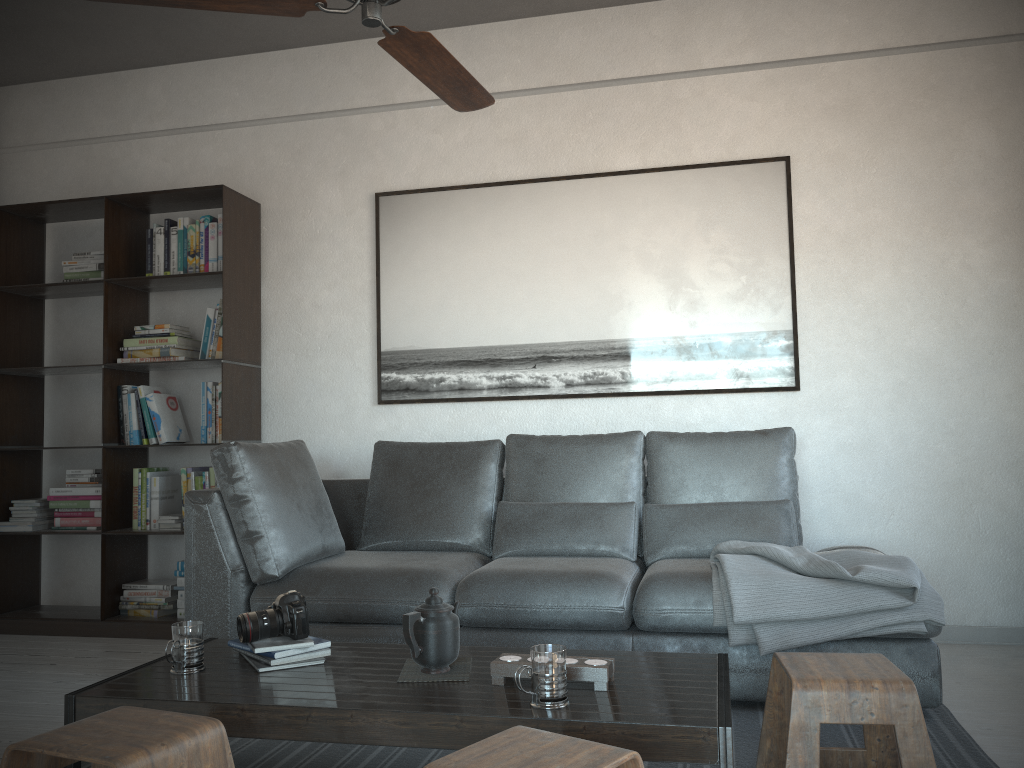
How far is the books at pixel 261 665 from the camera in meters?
2.2

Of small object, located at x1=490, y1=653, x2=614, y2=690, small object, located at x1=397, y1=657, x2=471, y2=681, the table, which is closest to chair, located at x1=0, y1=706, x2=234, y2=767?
the table

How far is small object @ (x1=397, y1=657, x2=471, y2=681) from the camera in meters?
2.1

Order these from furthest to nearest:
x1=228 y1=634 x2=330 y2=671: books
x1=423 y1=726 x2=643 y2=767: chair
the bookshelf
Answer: the bookshelf, x1=228 y1=634 x2=330 y2=671: books, x1=423 y1=726 x2=643 y2=767: chair

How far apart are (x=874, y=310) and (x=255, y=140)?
3.1 meters

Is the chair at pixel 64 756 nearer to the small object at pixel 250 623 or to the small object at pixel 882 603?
the small object at pixel 250 623

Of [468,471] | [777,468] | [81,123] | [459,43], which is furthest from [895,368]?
[81,123]

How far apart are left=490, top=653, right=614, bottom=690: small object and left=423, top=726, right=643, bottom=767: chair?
0.35m

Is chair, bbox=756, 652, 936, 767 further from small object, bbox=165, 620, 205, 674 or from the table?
small object, bbox=165, 620, 205, 674

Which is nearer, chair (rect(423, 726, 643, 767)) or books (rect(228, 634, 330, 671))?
chair (rect(423, 726, 643, 767))
